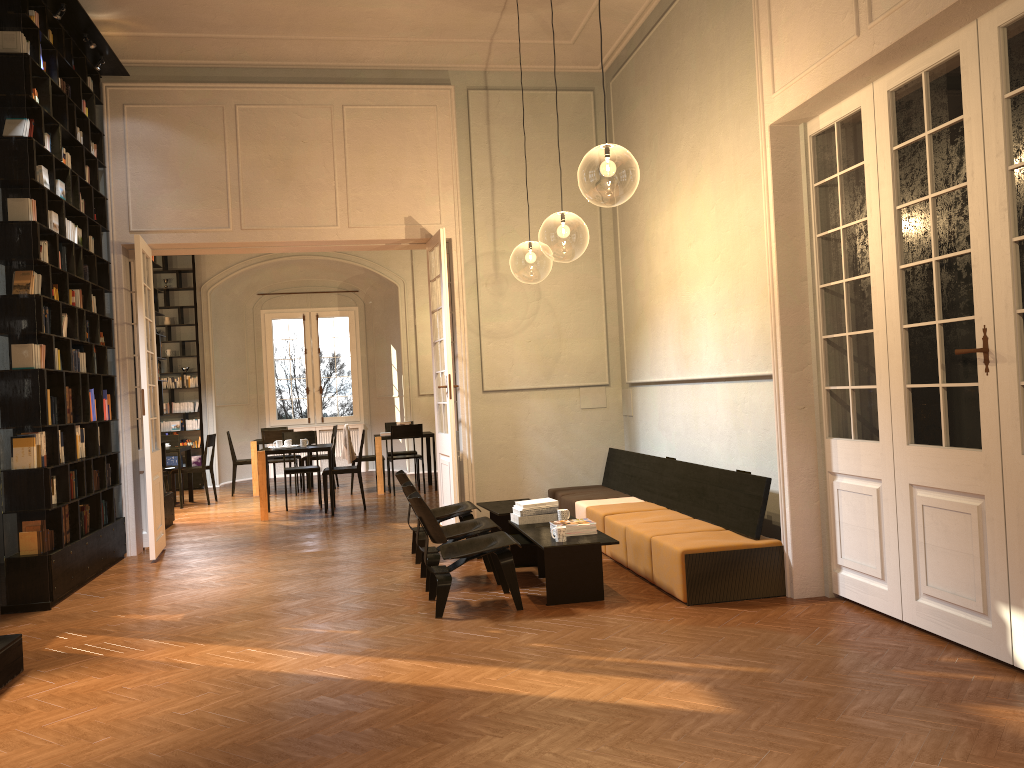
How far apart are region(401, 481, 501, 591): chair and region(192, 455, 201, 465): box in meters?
10.2

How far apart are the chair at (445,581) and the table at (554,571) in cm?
22

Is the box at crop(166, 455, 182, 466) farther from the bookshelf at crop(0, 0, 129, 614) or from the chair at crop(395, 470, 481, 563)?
the chair at crop(395, 470, 481, 563)

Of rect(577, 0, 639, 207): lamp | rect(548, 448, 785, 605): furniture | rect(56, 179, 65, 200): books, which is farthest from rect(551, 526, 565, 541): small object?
rect(56, 179, 65, 200): books

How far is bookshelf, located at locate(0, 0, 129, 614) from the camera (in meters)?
6.79

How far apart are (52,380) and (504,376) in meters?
4.6 m

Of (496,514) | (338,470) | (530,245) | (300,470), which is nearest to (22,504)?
(496,514)

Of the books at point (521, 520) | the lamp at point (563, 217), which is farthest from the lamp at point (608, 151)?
the books at point (521, 520)

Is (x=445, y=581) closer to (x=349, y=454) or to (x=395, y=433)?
(x=395, y=433)

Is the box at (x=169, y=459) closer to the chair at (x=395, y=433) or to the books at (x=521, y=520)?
the chair at (x=395, y=433)
